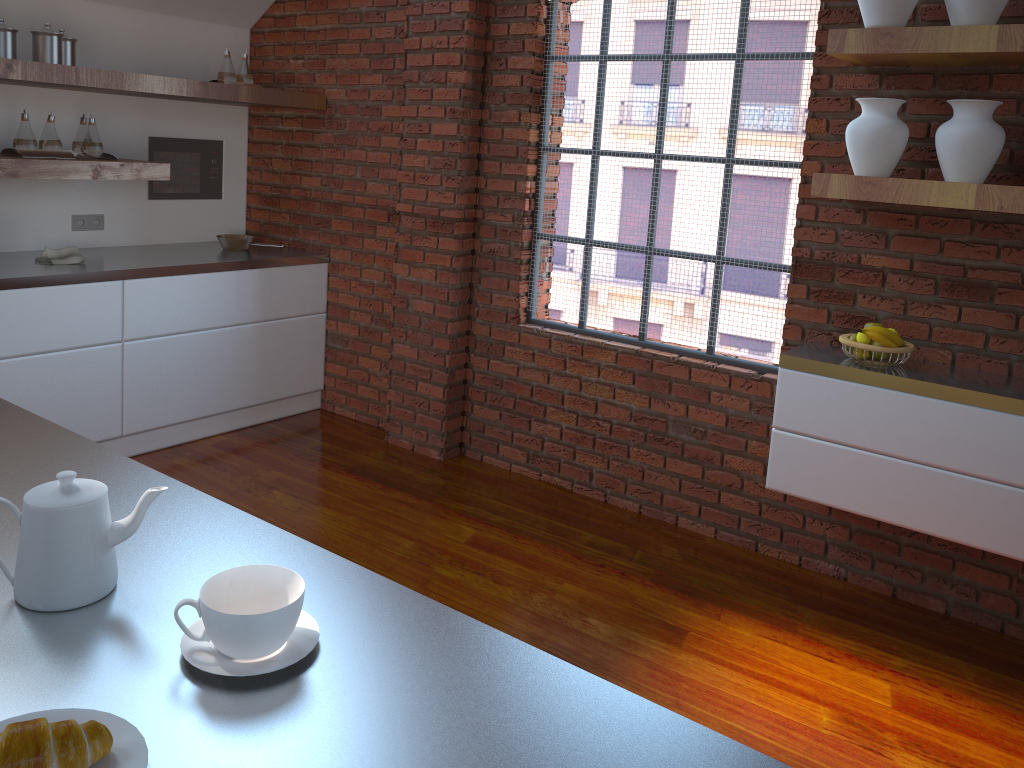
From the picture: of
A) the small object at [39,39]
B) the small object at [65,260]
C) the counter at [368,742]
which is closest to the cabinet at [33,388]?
the small object at [65,260]

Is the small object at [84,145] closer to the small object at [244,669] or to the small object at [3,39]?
the small object at [3,39]

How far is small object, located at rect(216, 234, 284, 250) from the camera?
4.6 meters

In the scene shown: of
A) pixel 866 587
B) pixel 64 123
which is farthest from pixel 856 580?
pixel 64 123

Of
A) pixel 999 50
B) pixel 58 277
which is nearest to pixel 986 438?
pixel 999 50

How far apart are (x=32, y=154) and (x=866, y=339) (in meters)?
3.31

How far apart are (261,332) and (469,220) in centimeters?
125cm

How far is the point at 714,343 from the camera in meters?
3.6

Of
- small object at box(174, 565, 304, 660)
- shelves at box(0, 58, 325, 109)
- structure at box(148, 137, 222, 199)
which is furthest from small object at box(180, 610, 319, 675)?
structure at box(148, 137, 222, 199)

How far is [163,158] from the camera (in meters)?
4.59
